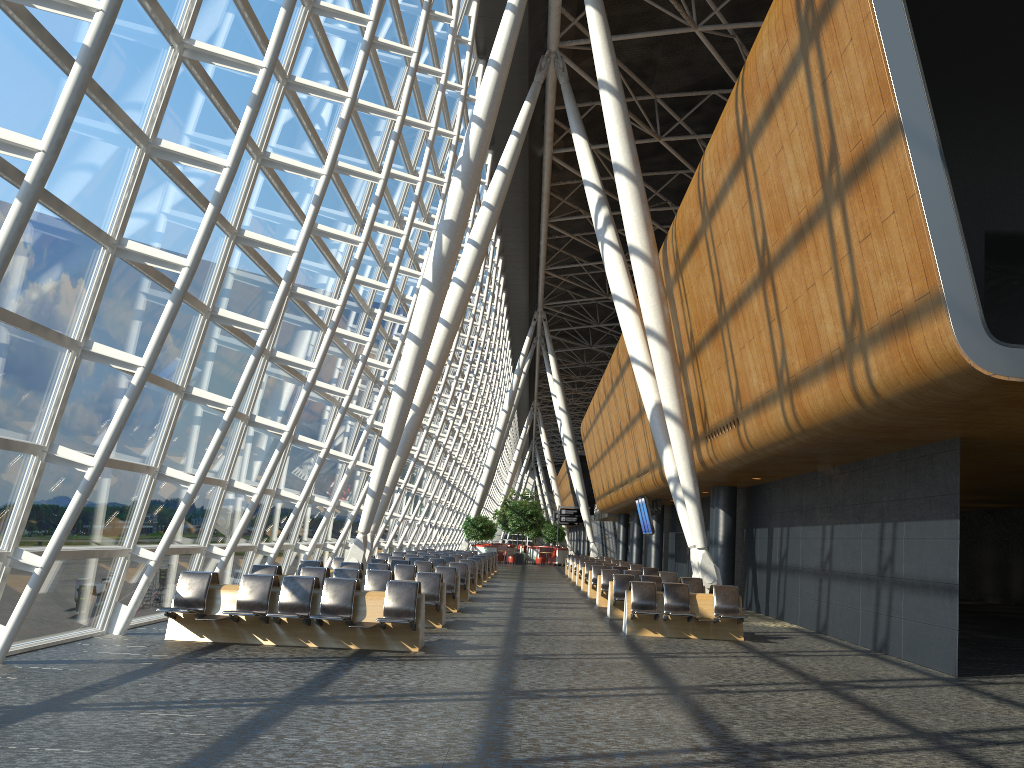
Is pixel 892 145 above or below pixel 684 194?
below

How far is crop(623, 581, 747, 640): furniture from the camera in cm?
1402

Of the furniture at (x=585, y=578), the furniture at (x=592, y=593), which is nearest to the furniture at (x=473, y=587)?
the furniture at (x=592, y=593)

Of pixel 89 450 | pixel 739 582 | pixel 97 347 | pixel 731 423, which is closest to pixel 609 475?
pixel 739 582

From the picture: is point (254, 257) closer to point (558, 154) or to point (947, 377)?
point (947, 377)

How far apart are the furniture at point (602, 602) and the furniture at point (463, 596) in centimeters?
301cm

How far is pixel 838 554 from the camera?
15.2m

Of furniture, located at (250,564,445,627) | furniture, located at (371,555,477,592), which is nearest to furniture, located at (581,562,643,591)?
furniture, located at (371,555,477,592)

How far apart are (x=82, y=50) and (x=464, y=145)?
12.3m

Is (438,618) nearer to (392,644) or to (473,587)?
(392,644)
